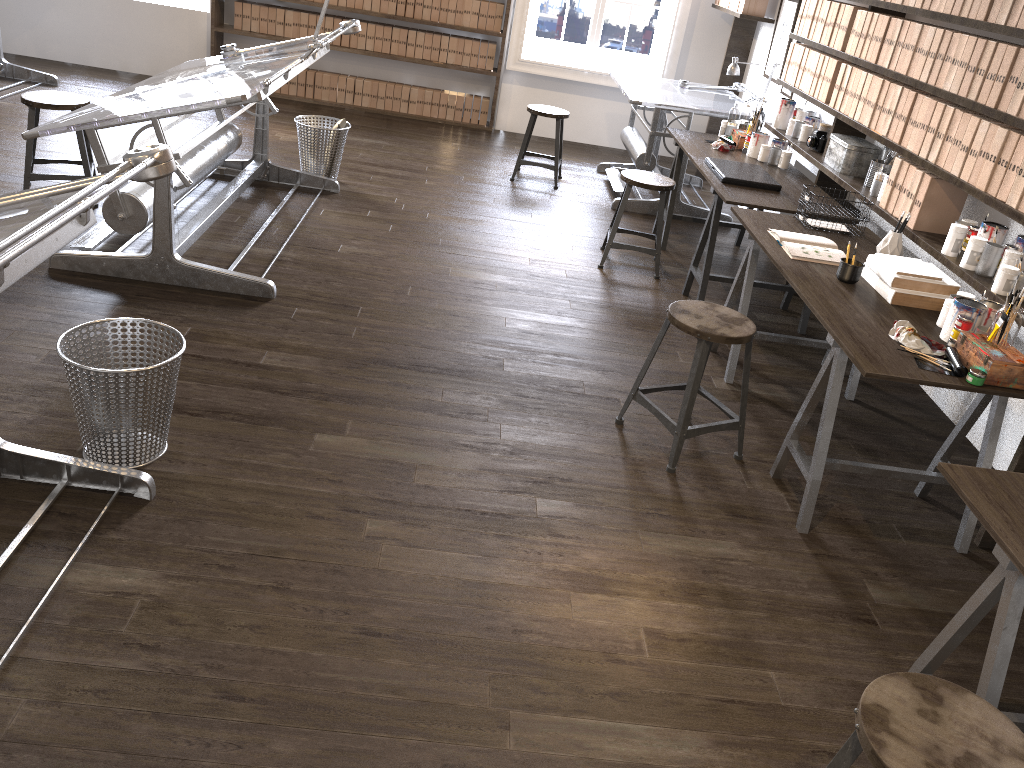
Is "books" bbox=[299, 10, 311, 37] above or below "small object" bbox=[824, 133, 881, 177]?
below

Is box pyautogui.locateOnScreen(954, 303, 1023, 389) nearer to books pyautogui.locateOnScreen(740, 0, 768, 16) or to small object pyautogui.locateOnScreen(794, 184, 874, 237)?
small object pyautogui.locateOnScreen(794, 184, 874, 237)

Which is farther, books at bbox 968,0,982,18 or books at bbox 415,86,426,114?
books at bbox 415,86,426,114

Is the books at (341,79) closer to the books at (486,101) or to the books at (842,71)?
the books at (486,101)

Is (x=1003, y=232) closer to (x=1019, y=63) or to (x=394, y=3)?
(x=1019, y=63)

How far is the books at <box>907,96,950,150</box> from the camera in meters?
3.6 m

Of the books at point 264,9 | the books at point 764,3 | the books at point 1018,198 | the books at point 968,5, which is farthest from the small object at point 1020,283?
the books at point 264,9

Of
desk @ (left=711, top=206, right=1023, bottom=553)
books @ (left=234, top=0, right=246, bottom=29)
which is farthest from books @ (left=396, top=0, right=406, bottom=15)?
desk @ (left=711, top=206, right=1023, bottom=553)

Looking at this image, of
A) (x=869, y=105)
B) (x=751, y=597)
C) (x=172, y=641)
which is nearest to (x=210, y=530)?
(x=172, y=641)

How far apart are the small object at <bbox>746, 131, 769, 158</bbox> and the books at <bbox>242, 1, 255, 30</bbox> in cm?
456
